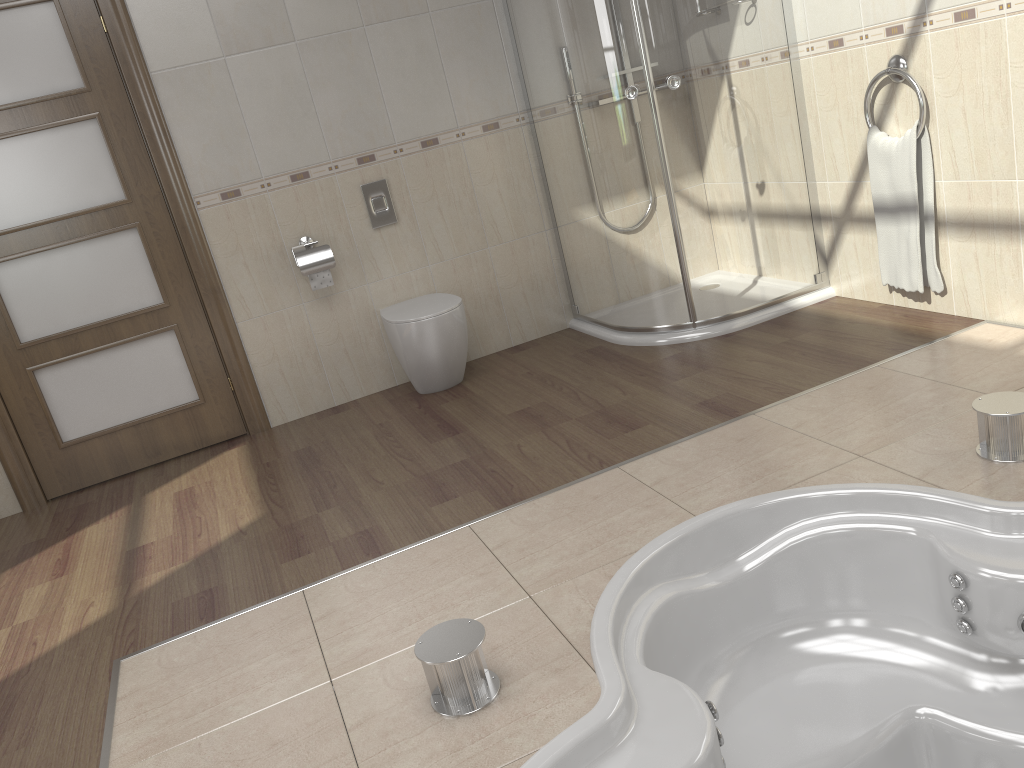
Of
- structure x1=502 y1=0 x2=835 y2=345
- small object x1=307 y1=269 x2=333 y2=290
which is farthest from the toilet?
structure x1=502 y1=0 x2=835 y2=345

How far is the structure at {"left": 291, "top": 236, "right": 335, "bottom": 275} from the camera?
3.80m

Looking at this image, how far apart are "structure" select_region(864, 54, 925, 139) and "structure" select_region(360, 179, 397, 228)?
2.0 meters

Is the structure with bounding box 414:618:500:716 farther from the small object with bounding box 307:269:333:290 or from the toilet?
the small object with bounding box 307:269:333:290

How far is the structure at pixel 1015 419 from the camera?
2.18m

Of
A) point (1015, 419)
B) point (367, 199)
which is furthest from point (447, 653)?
point (367, 199)

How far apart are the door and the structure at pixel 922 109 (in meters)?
2.82

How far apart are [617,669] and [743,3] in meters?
2.8 m

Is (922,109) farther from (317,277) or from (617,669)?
(317,277)

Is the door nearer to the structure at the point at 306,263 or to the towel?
the structure at the point at 306,263
